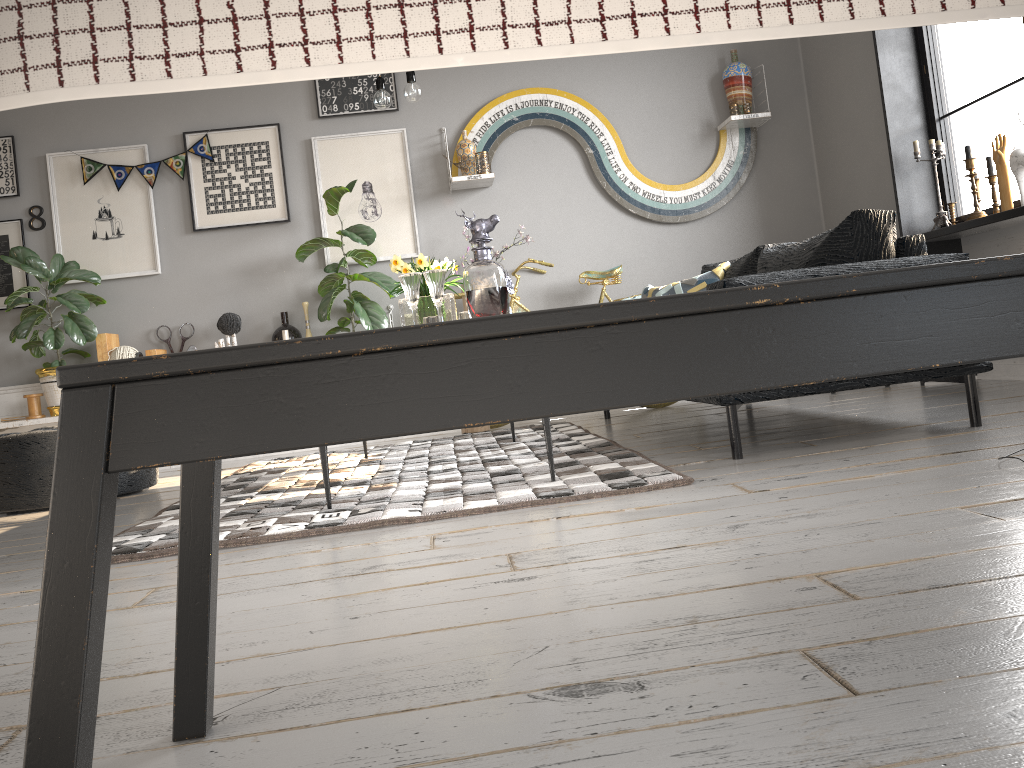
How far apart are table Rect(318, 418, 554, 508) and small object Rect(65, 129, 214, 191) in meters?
3.2 m

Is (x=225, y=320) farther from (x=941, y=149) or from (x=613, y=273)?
(x=941, y=149)

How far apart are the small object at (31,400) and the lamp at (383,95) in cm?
289

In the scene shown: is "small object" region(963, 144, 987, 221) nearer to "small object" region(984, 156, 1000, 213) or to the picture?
"small object" region(984, 156, 1000, 213)

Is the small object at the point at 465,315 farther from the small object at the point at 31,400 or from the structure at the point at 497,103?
the small object at the point at 31,400

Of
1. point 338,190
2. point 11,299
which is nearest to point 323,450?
point 338,190

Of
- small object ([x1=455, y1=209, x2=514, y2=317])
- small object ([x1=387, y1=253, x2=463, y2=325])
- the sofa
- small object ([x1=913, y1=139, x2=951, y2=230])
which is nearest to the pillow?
the sofa

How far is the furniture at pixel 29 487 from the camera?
3.77m

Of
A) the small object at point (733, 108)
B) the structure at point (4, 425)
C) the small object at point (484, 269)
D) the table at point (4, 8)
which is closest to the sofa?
the small object at point (484, 269)

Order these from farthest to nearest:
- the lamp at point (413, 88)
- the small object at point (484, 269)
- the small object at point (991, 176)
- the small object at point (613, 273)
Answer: the small object at point (613, 273) < the small object at point (991, 176) < the lamp at point (413, 88) < the small object at point (484, 269)
